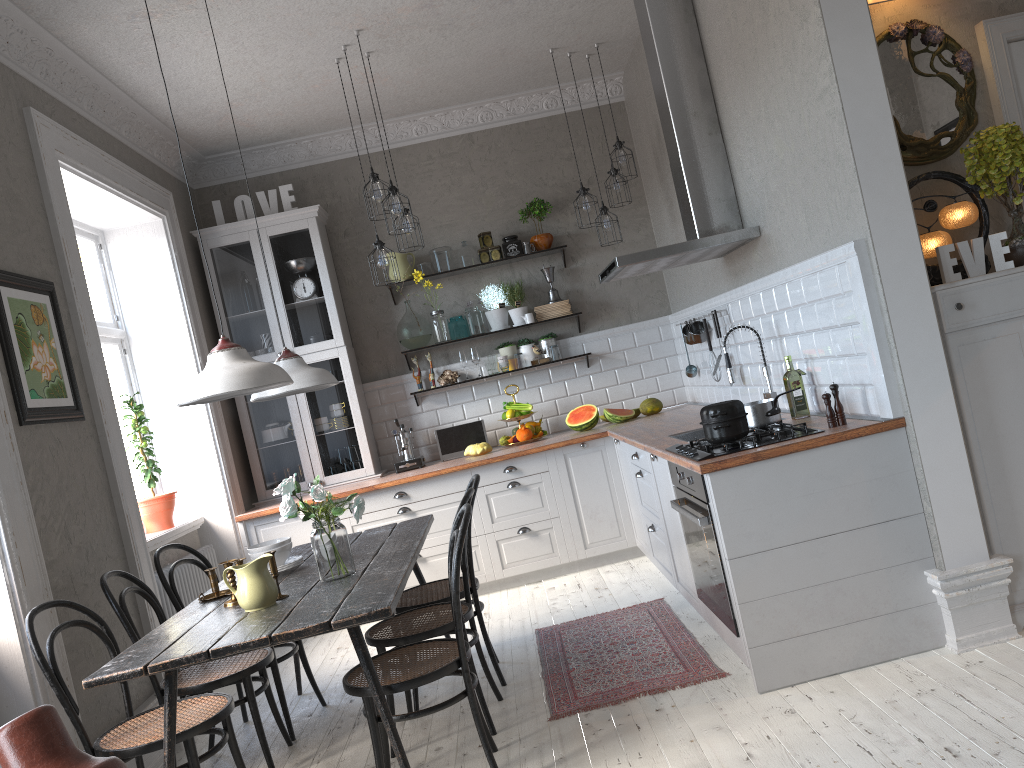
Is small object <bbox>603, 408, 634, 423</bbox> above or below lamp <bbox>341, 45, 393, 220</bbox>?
below

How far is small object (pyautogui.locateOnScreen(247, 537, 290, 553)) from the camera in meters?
3.6 m

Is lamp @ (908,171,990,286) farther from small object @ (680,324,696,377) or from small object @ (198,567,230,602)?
small object @ (198,567,230,602)

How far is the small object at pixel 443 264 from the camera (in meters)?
6.30

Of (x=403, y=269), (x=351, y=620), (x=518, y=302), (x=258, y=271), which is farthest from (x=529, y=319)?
(x=351, y=620)

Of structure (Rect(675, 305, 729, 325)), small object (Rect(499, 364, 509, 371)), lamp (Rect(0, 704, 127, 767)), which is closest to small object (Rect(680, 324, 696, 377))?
structure (Rect(675, 305, 729, 325))

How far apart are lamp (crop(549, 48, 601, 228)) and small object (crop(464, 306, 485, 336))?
1.2m

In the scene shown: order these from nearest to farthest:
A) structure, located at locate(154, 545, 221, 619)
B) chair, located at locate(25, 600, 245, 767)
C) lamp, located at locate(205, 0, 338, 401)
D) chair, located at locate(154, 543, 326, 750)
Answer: chair, located at locate(25, 600, 245, 767), lamp, located at locate(205, 0, 338, 401), chair, located at locate(154, 543, 326, 750), structure, located at locate(154, 545, 221, 619)

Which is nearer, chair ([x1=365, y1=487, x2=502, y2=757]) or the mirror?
chair ([x1=365, y1=487, x2=502, y2=757])

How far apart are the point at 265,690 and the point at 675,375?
3.82m
